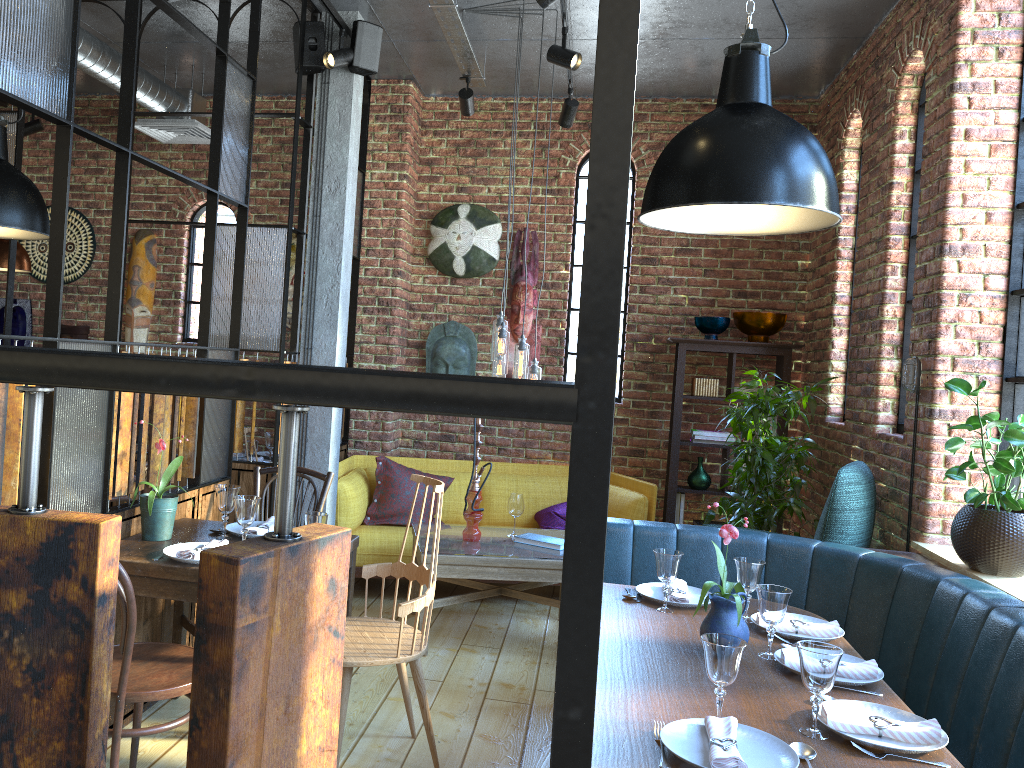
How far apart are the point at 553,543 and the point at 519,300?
2.1 meters

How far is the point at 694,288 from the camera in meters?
6.1 m

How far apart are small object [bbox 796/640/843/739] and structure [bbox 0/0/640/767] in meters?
1.9 m

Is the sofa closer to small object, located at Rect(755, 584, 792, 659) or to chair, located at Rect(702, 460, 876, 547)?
chair, located at Rect(702, 460, 876, 547)

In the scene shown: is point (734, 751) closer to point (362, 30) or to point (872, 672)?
point (872, 672)

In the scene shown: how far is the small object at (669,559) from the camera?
2.9 meters

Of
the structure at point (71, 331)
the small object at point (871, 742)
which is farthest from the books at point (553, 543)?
the structure at point (71, 331)

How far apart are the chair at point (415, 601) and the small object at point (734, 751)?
1.2 meters

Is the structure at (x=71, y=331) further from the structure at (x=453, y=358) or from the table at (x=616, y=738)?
the table at (x=616, y=738)

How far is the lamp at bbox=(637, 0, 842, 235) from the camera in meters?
2.2 m
